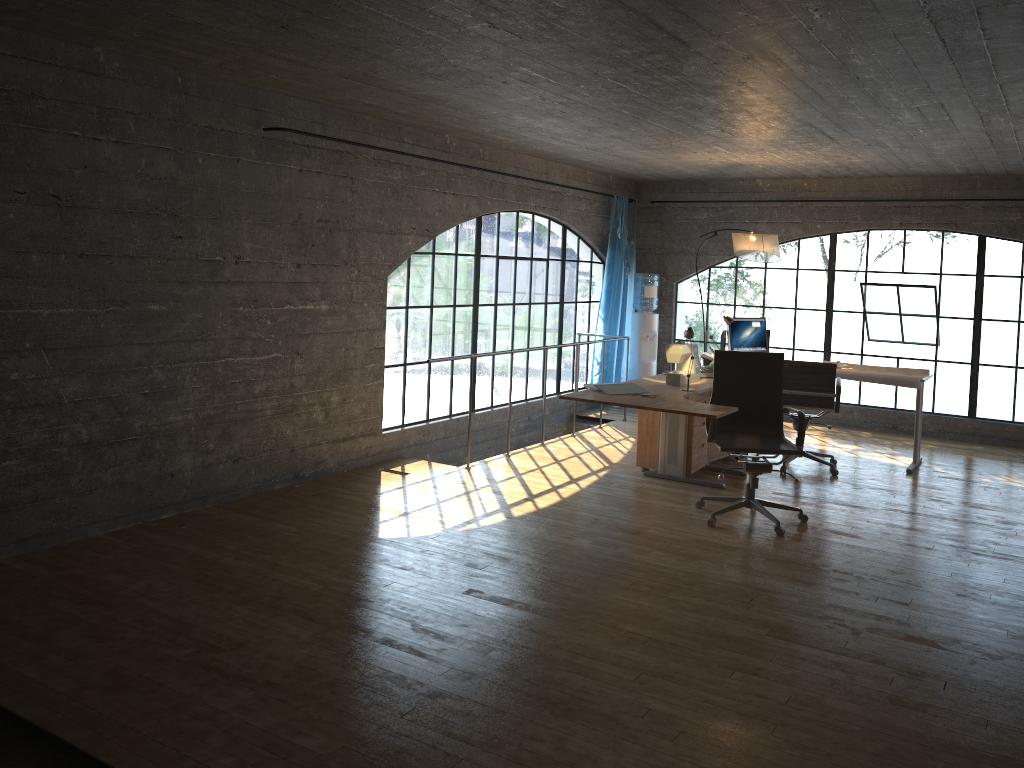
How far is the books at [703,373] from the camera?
6.4m

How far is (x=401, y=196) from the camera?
6.50m

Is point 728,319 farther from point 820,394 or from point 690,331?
point 690,331

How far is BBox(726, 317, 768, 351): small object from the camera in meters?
7.6 m

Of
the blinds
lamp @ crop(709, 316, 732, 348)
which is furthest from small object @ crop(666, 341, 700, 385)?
the blinds

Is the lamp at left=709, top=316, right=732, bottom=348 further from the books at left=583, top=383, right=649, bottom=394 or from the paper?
the books at left=583, top=383, right=649, bottom=394

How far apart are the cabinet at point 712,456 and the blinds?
2.3 meters

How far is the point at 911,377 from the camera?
6.9m

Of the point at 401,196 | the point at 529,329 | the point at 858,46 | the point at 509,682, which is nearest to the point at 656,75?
the point at 858,46

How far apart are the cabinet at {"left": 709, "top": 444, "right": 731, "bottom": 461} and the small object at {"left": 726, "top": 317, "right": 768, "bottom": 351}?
1.0 meters
